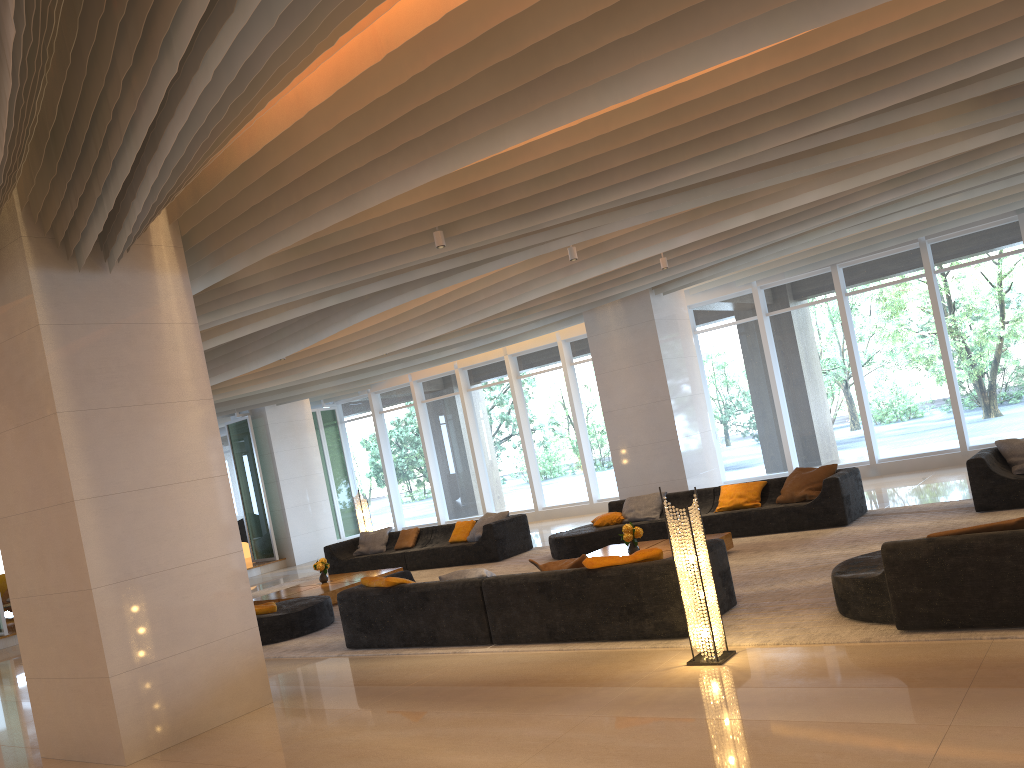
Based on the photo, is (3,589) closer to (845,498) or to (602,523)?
(602,523)

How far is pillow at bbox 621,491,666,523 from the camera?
11.8m

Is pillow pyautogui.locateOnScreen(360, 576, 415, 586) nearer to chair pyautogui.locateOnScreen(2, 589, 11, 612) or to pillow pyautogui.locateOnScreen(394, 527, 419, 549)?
pillow pyautogui.locateOnScreen(394, 527, 419, 549)

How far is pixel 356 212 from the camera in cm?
633

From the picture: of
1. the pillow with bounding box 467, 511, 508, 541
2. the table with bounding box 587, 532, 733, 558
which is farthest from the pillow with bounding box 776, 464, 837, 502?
the pillow with bounding box 467, 511, 508, 541

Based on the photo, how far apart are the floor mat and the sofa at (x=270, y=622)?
0.06m

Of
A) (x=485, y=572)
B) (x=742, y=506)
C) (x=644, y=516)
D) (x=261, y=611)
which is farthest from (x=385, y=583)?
(x=742, y=506)

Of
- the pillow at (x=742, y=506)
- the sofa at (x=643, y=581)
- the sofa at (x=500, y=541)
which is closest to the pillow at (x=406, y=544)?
the sofa at (x=500, y=541)

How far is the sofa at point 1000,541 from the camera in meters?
5.2

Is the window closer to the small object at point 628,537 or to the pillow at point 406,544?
the pillow at point 406,544
